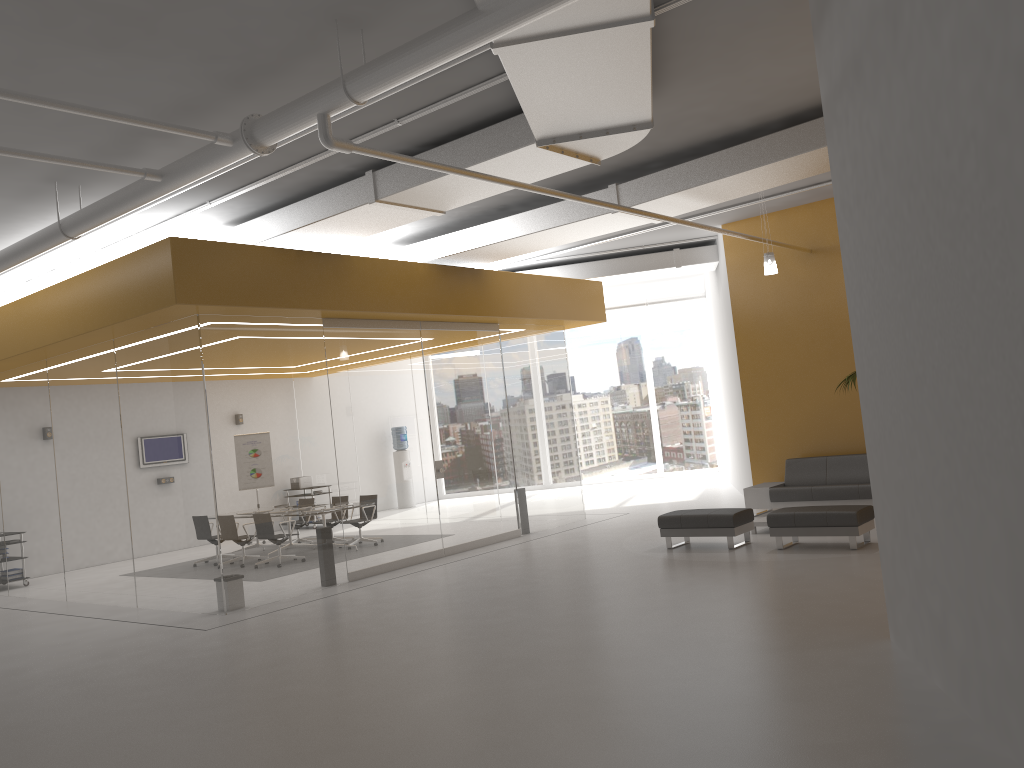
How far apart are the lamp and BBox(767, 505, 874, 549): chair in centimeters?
321cm

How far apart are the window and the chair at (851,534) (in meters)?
11.75

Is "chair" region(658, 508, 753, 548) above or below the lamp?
below

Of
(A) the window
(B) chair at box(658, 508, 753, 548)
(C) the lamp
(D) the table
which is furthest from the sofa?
(A) the window

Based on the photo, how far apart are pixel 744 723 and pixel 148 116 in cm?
628

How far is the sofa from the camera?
11.9m

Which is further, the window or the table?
the window

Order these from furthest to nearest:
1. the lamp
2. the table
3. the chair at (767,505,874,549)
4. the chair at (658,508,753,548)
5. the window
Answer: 1. the window
2. the lamp
3. the table
4. the chair at (658,508,753,548)
5. the chair at (767,505,874,549)

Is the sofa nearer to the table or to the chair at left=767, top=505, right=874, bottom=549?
the table

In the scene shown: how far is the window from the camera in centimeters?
2200cm
